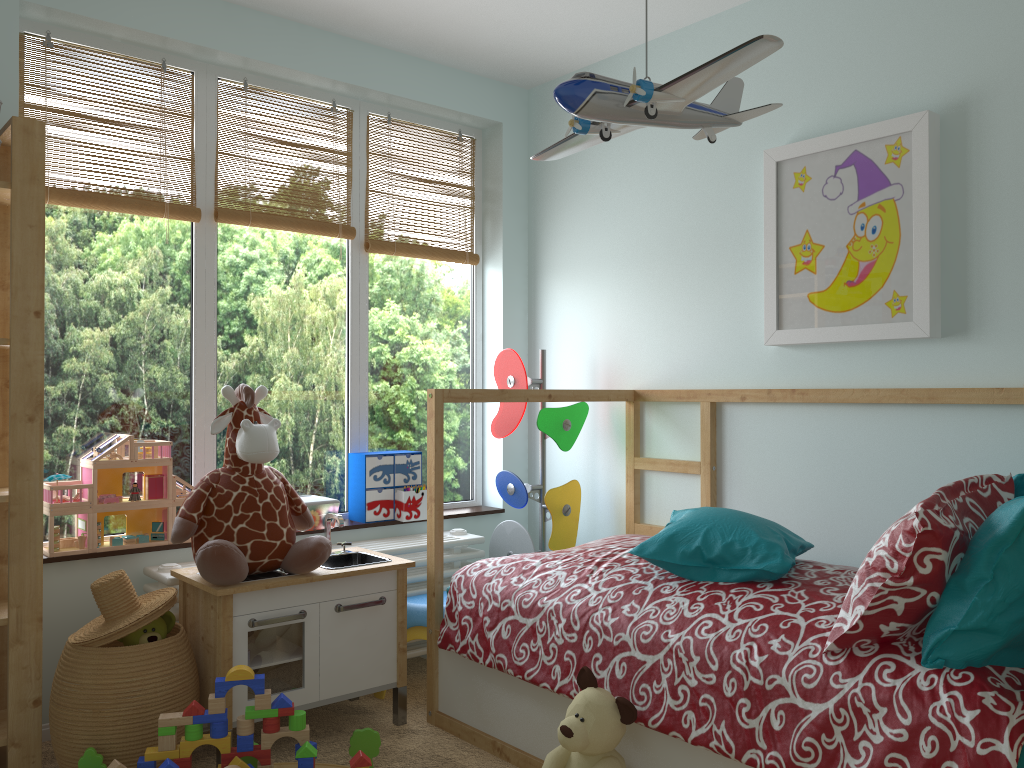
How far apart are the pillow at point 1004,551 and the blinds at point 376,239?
2.27m

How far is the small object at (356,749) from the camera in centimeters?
226cm

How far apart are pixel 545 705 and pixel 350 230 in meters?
1.8 m

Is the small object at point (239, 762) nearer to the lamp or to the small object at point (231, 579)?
the small object at point (231, 579)

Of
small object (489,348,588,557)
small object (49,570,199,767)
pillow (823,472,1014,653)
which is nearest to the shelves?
small object (49,570,199,767)

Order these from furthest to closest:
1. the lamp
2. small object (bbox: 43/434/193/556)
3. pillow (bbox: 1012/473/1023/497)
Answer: small object (bbox: 43/434/193/556)
pillow (bbox: 1012/473/1023/497)
the lamp

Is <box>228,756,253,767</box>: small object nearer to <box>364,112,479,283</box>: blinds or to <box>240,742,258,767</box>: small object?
<box>240,742,258,767</box>: small object

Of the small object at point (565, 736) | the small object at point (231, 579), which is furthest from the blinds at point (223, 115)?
the small object at point (565, 736)

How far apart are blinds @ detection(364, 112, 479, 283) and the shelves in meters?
1.2 m

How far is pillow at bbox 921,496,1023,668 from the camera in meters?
1.5 m
